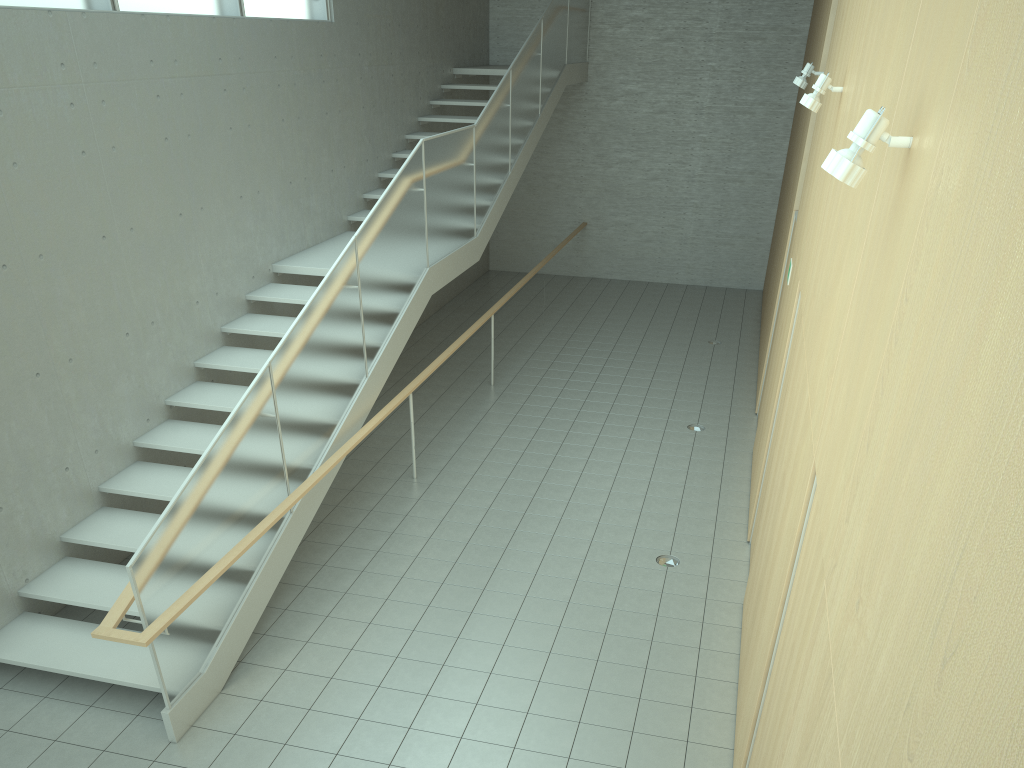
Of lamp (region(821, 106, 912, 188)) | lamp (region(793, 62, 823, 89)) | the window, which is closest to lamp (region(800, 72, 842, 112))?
lamp (region(793, 62, 823, 89))

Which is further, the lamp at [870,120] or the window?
the window

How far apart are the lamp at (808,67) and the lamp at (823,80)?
2.88m

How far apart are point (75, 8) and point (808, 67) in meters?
6.2

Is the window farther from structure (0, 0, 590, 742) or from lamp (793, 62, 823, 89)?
lamp (793, 62, 823, 89)

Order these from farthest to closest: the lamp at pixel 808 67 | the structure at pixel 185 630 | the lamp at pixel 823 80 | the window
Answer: the lamp at pixel 808 67 < the window < the lamp at pixel 823 80 < the structure at pixel 185 630

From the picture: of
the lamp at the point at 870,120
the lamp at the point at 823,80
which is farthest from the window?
the lamp at the point at 870,120

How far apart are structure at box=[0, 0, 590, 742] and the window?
2.0 meters

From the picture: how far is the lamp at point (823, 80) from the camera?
5.3m

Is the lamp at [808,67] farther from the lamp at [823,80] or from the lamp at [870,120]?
the lamp at [870,120]
